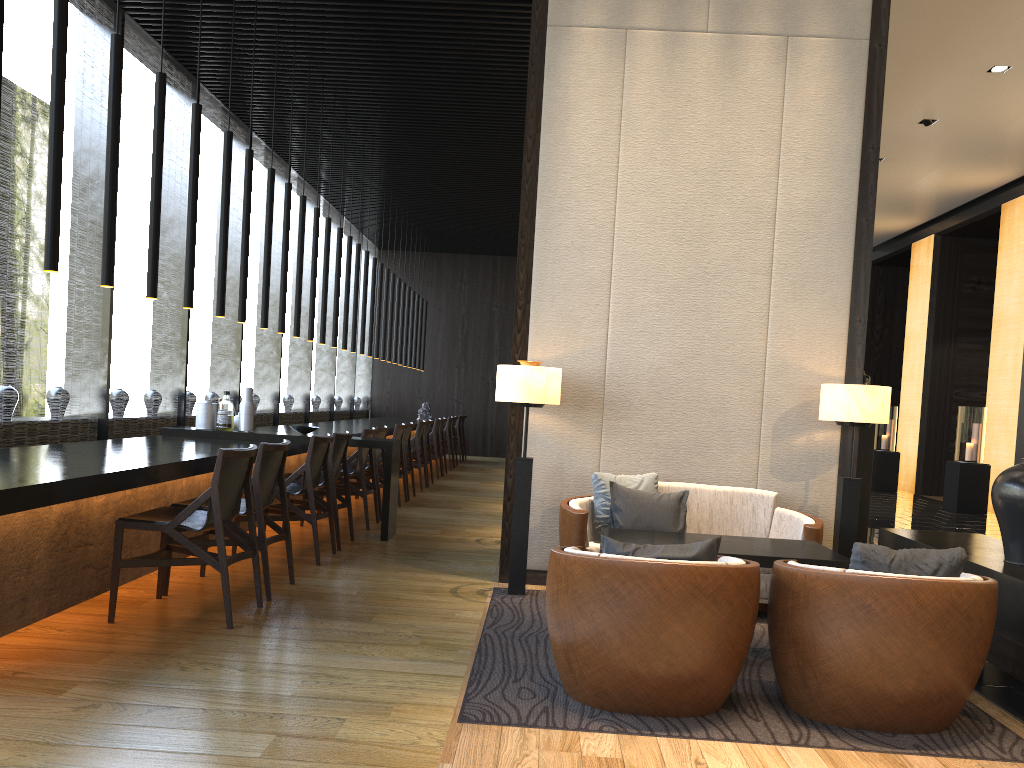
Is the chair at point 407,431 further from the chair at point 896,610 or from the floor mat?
the chair at point 896,610

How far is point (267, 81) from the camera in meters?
8.4 m

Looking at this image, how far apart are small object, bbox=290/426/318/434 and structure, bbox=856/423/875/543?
3.98m

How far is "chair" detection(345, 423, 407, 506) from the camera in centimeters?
878cm

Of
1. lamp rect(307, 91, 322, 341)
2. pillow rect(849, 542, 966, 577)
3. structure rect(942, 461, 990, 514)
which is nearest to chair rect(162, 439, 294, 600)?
pillow rect(849, 542, 966, 577)

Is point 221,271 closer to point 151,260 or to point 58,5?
point 151,260

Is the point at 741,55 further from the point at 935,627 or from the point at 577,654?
the point at 577,654

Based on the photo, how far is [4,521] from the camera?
3.7 meters

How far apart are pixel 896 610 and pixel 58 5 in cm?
428

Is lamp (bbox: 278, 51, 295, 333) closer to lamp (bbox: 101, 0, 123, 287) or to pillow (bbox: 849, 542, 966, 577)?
lamp (bbox: 101, 0, 123, 287)
